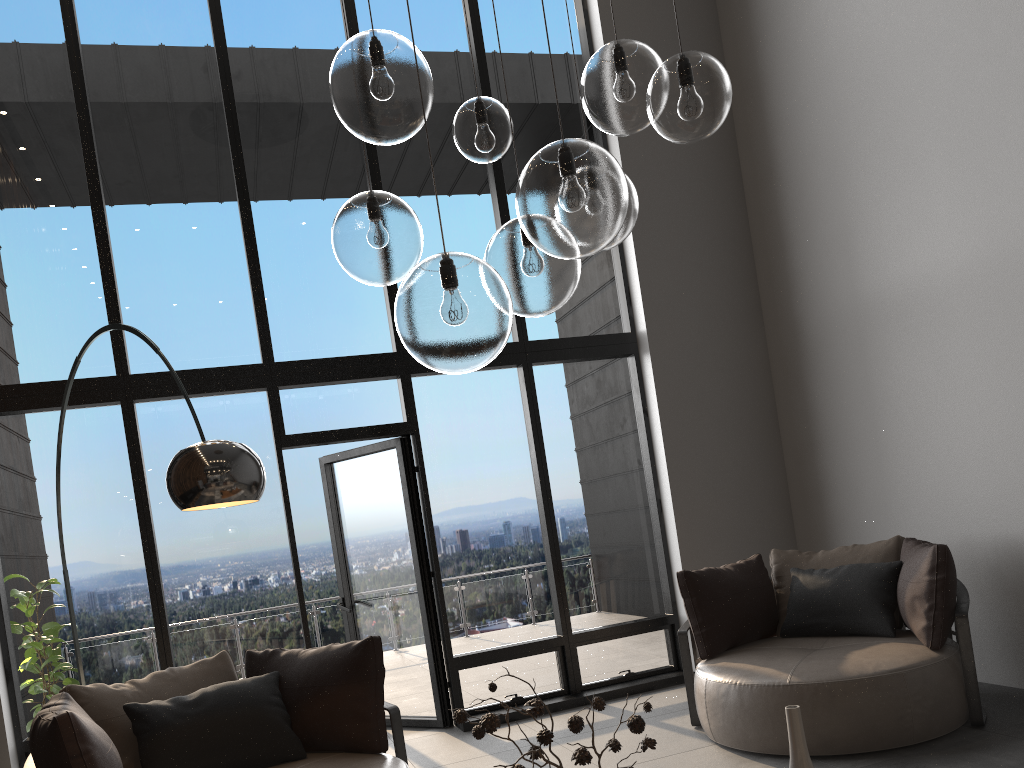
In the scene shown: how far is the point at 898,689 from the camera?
3.8 meters

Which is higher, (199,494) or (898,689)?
(199,494)

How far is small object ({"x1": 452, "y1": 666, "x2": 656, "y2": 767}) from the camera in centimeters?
188cm

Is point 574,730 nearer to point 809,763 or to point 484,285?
point 809,763

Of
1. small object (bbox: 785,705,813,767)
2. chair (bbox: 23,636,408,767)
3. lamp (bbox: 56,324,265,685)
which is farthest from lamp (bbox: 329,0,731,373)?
chair (bbox: 23,636,408,767)

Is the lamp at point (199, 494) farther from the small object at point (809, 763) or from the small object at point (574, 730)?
the small object at point (809, 763)

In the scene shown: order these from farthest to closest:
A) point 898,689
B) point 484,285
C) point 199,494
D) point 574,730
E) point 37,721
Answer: point 898,689 < point 37,721 < point 199,494 < point 574,730 < point 484,285

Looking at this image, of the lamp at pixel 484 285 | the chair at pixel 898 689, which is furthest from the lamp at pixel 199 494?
the chair at pixel 898 689

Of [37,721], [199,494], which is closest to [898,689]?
[199,494]

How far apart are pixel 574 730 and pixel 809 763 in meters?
0.6 m
